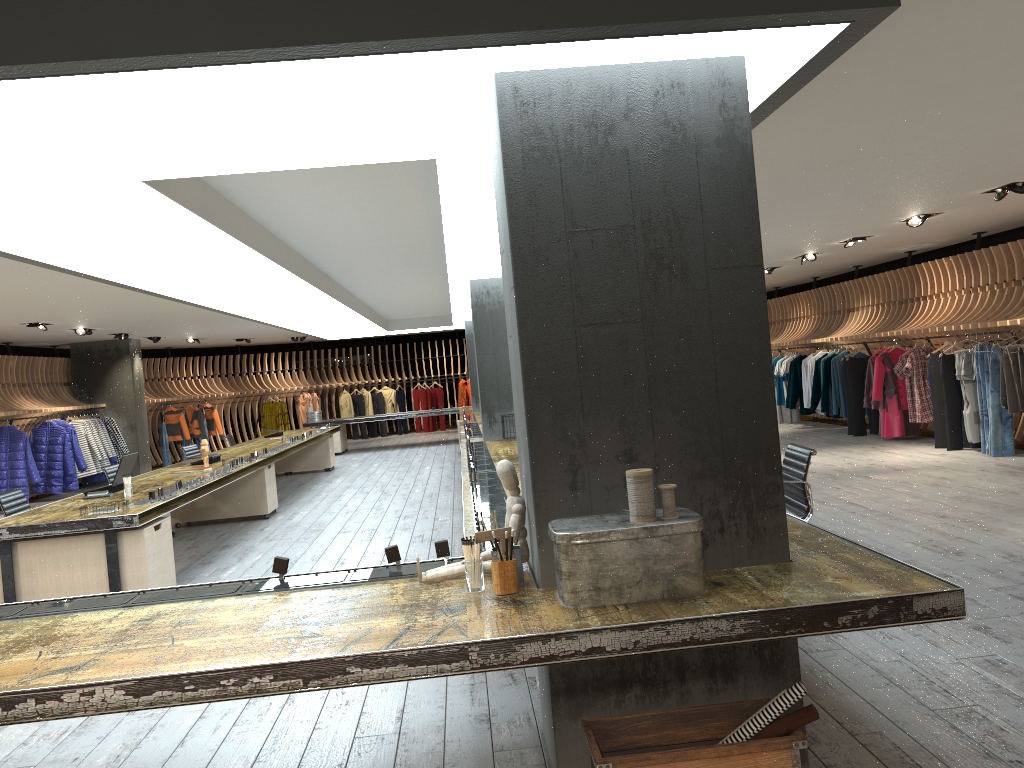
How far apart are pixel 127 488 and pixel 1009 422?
Answer: 9.4 meters

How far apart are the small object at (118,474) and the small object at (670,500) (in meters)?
6.19

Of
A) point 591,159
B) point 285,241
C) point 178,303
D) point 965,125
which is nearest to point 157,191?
point 591,159

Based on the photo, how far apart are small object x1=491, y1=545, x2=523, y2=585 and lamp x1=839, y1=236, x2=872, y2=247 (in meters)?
9.45

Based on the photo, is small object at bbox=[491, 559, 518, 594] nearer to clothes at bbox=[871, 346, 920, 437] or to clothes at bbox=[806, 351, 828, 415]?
clothes at bbox=[871, 346, 920, 437]

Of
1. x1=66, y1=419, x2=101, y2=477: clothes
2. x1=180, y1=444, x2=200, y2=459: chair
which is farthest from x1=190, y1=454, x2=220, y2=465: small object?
x1=66, y1=419, x2=101, y2=477: clothes

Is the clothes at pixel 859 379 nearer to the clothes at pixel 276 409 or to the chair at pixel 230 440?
the chair at pixel 230 440

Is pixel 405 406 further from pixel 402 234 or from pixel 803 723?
pixel 803 723

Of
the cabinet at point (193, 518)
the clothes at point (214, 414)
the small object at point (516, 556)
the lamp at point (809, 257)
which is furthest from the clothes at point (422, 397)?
the small object at point (516, 556)

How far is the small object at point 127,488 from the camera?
7.3m
